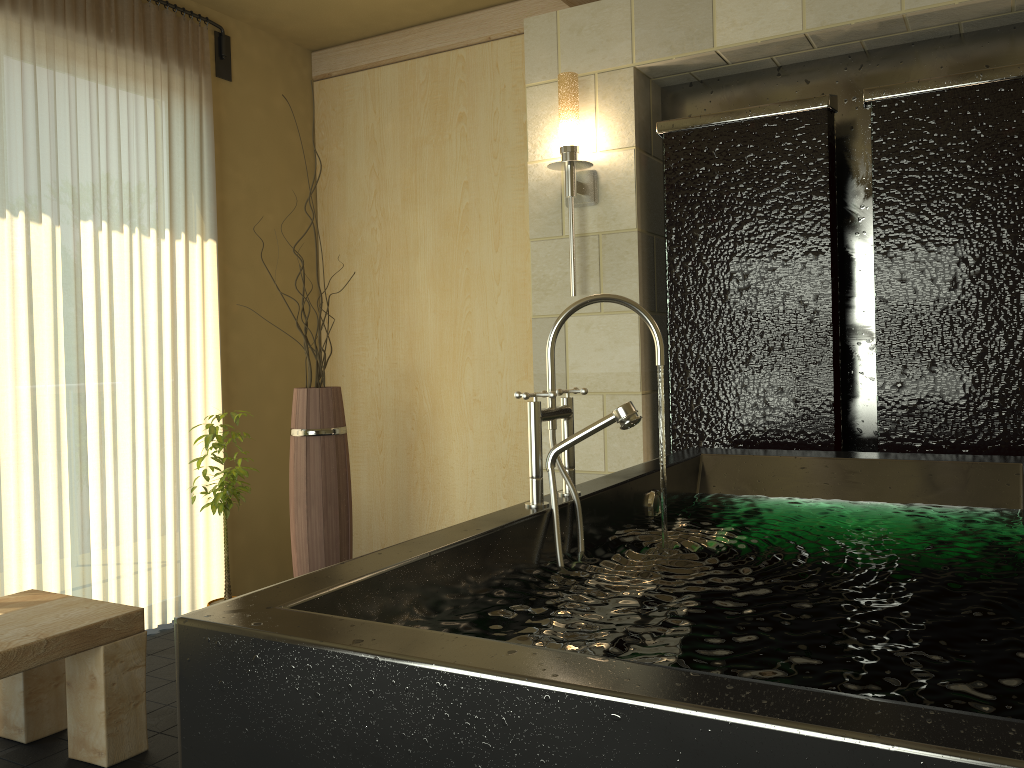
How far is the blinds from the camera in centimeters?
313cm

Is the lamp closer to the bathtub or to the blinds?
the bathtub

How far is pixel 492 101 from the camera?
4.0 meters

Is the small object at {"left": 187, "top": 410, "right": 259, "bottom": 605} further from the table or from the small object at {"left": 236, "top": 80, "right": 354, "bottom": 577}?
the table

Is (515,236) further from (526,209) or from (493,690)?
(493,690)

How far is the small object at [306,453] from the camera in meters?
3.4 m

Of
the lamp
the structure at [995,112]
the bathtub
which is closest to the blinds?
the lamp

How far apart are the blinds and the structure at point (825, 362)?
2.0m

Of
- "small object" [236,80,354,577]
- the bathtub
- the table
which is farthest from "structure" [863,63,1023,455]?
the table

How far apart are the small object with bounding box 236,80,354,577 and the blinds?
0.6 meters
